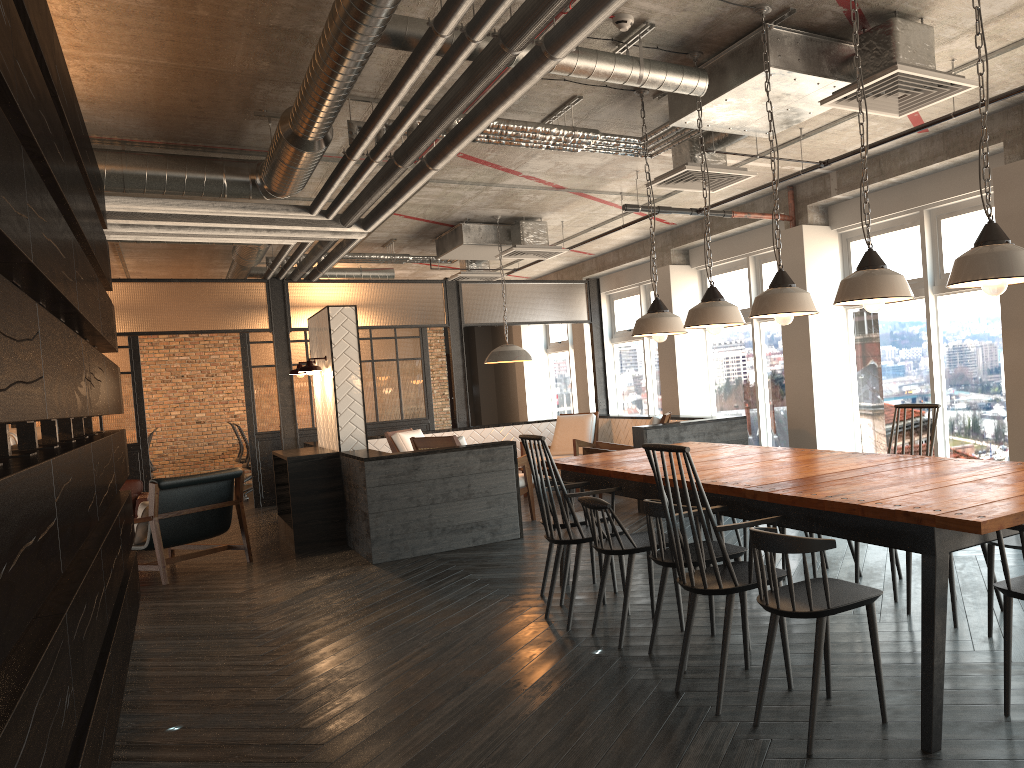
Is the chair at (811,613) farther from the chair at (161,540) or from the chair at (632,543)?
the chair at (161,540)

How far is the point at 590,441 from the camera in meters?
10.3 m

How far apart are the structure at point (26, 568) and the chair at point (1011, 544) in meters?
3.2 m

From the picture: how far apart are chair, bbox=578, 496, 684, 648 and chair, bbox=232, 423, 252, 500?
9.40m

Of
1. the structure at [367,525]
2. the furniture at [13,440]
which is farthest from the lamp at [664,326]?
the furniture at [13,440]

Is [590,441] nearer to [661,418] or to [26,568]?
[661,418]

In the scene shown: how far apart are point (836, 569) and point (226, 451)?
12.3m

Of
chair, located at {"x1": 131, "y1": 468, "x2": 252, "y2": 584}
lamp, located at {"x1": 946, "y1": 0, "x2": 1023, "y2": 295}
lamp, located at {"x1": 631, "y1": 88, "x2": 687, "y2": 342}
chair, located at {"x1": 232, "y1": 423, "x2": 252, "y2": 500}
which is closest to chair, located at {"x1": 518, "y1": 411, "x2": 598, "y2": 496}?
chair, located at {"x1": 131, "y1": 468, "x2": 252, "y2": 584}

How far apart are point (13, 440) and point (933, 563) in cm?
398

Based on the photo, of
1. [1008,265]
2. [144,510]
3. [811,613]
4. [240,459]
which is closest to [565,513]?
[811,613]
